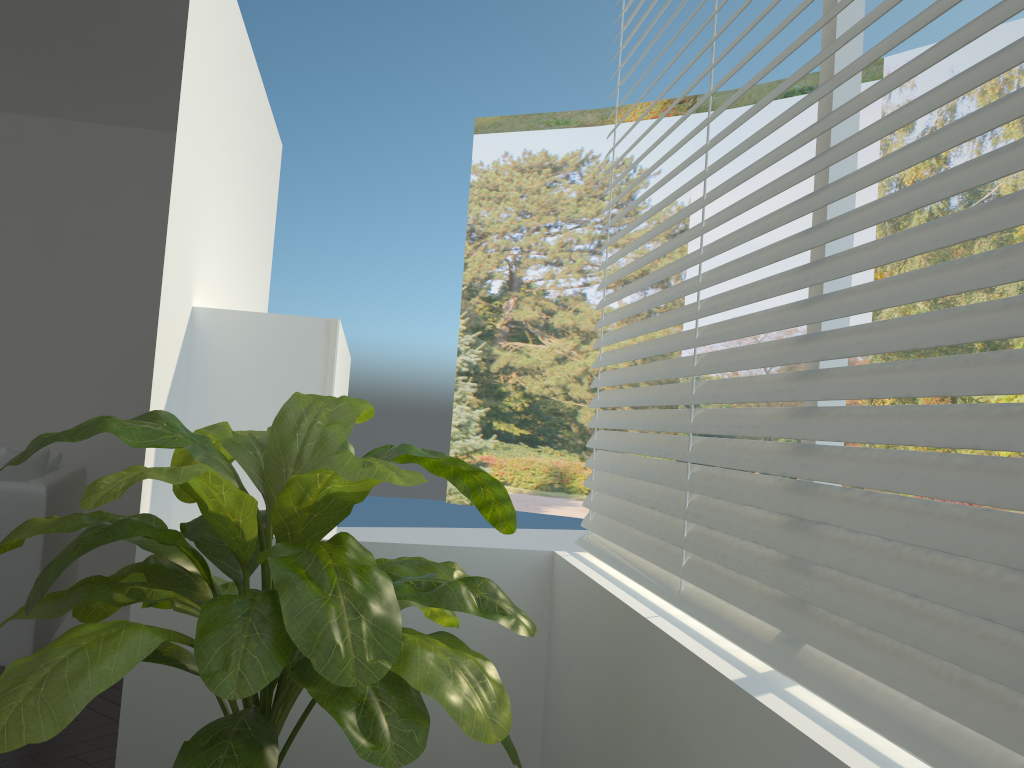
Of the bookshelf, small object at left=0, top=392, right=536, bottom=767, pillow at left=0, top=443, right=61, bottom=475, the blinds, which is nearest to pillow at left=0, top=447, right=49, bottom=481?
pillow at left=0, top=443, right=61, bottom=475

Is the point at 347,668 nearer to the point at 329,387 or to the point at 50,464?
the point at 329,387

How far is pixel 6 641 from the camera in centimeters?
334cm

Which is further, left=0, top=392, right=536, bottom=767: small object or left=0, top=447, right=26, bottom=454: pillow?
left=0, top=447, right=26, bottom=454: pillow

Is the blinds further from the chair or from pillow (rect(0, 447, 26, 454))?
pillow (rect(0, 447, 26, 454))

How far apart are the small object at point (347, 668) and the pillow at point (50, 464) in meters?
2.3

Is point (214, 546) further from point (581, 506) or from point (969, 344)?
point (581, 506)

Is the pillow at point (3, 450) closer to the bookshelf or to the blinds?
the bookshelf

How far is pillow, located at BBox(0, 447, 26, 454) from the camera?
3.6 meters

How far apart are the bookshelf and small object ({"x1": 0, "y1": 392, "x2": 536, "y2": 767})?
0.9 meters
